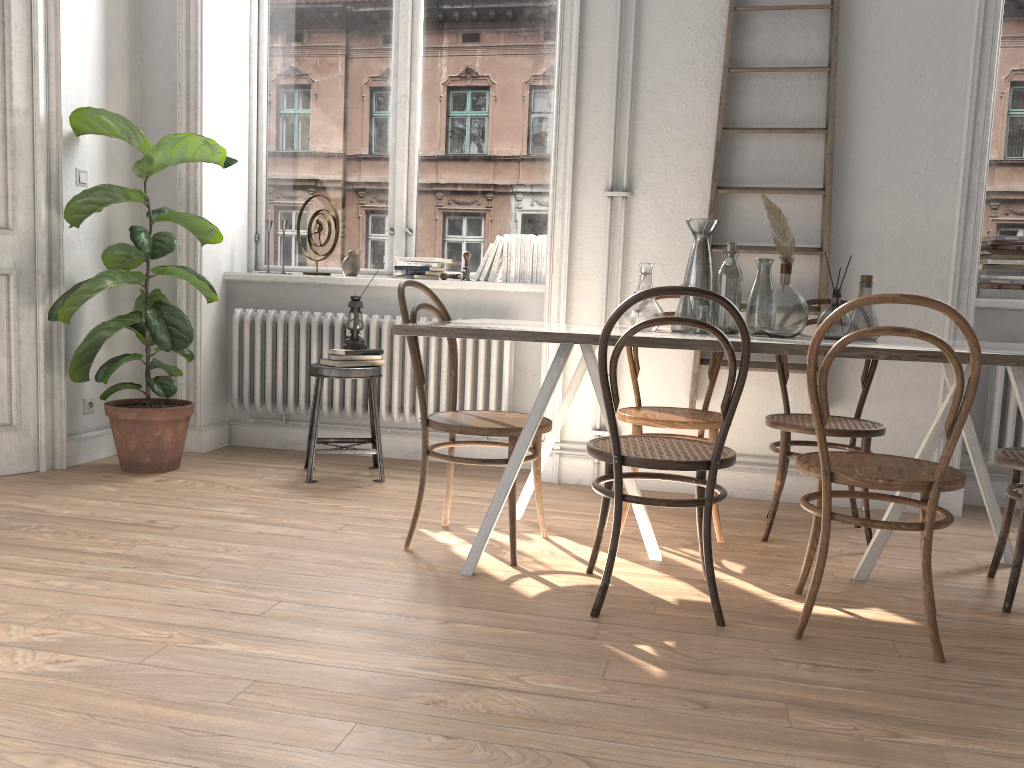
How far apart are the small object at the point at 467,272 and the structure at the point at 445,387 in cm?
34

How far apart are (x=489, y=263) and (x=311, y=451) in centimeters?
131cm

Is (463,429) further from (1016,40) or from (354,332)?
(1016,40)

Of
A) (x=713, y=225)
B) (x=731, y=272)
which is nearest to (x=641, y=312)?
(x=731, y=272)

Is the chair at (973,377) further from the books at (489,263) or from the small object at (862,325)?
the books at (489,263)

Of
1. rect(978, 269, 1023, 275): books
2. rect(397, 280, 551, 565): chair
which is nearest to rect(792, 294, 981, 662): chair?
rect(397, 280, 551, 565): chair

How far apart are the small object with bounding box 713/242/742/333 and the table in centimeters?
18cm

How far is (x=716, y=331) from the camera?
2.3m

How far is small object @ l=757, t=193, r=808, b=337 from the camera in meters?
2.8

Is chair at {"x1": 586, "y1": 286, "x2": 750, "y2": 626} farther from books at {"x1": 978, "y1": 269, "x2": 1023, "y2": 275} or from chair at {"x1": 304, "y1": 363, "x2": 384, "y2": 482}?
books at {"x1": 978, "y1": 269, "x2": 1023, "y2": 275}
